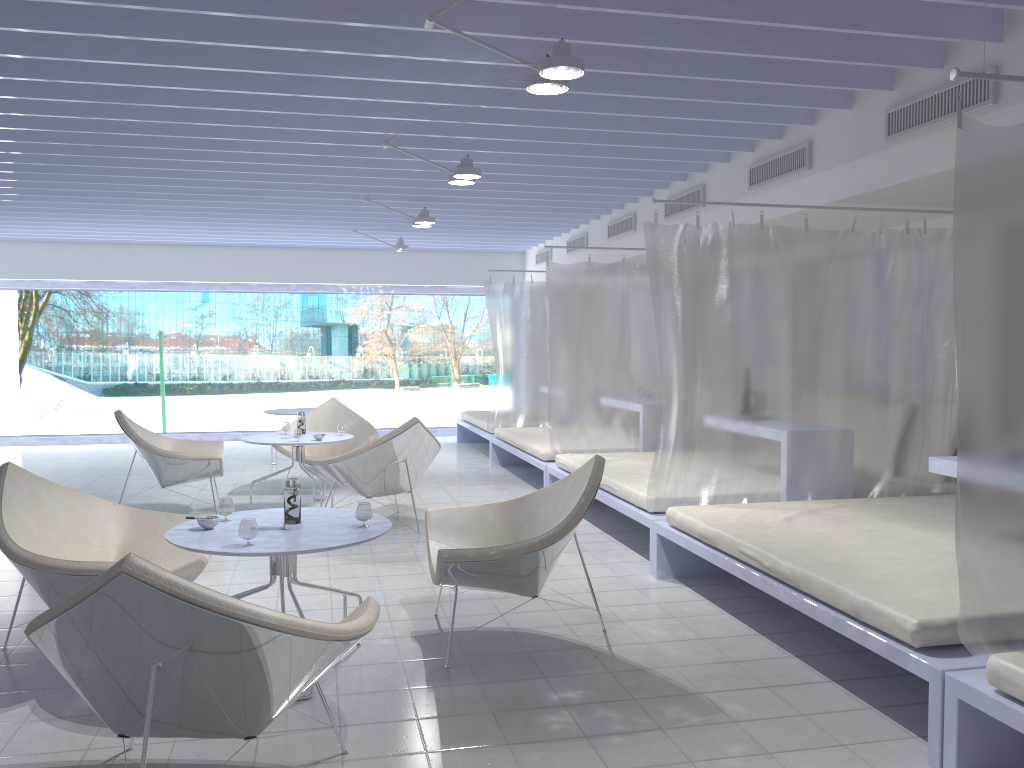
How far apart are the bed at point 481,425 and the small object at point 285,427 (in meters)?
2.79

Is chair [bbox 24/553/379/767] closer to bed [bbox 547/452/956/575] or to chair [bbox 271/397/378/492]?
bed [bbox 547/452/956/575]

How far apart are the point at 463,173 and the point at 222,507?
2.7m

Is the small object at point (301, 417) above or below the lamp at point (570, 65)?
below

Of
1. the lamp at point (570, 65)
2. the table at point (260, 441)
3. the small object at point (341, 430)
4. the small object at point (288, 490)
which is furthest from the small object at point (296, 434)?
the lamp at point (570, 65)

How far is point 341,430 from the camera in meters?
6.7 m

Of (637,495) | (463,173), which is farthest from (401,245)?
(637,495)

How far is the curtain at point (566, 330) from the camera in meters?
6.8 m

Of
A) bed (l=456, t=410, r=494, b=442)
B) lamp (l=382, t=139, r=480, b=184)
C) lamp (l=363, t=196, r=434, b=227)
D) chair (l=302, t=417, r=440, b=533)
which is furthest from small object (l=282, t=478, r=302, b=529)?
bed (l=456, t=410, r=494, b=442)

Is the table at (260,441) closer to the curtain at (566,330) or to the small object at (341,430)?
the small object at (341,430)
